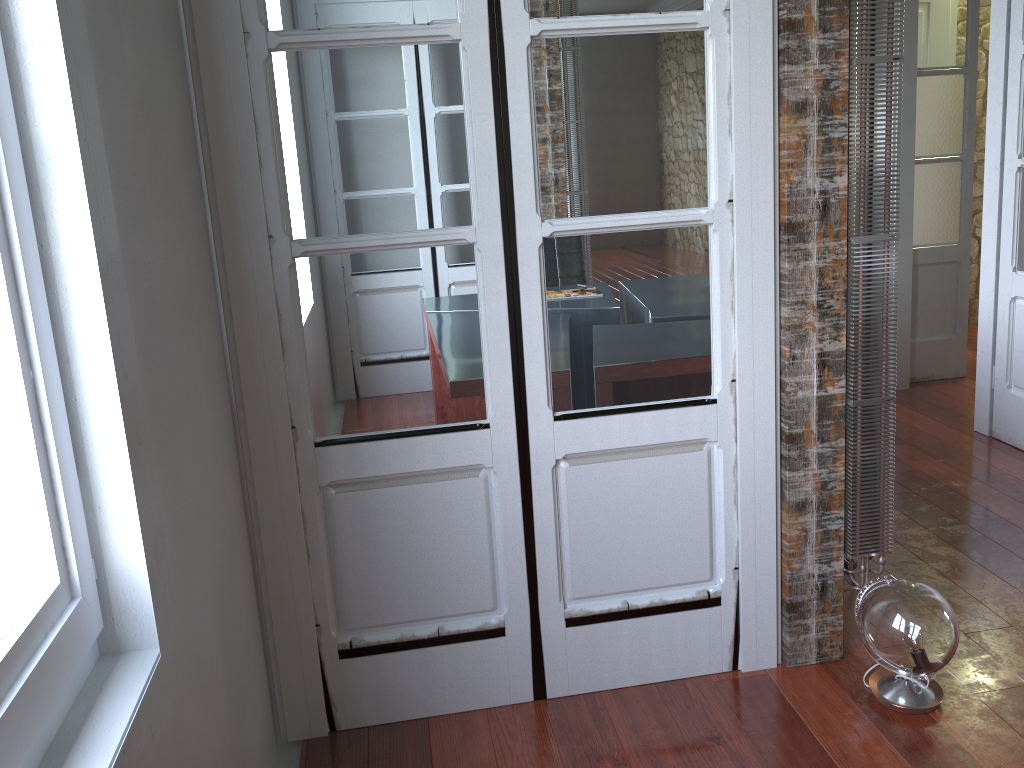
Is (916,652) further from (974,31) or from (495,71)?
(974,31)

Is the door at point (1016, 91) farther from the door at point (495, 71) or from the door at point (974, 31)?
the door at point (495, 71)

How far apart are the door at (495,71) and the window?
0.8m

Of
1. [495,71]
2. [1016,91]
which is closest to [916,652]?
[495,71]

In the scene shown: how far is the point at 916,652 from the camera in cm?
201

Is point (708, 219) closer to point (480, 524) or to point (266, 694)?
point (480, 524)

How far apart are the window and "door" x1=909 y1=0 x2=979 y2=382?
4.35m

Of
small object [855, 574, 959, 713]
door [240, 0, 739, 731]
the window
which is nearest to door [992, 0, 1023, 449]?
small object [855, 574, 959, 713]

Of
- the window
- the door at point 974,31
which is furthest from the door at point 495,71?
the door at point 974,31

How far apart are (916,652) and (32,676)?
1.8m
